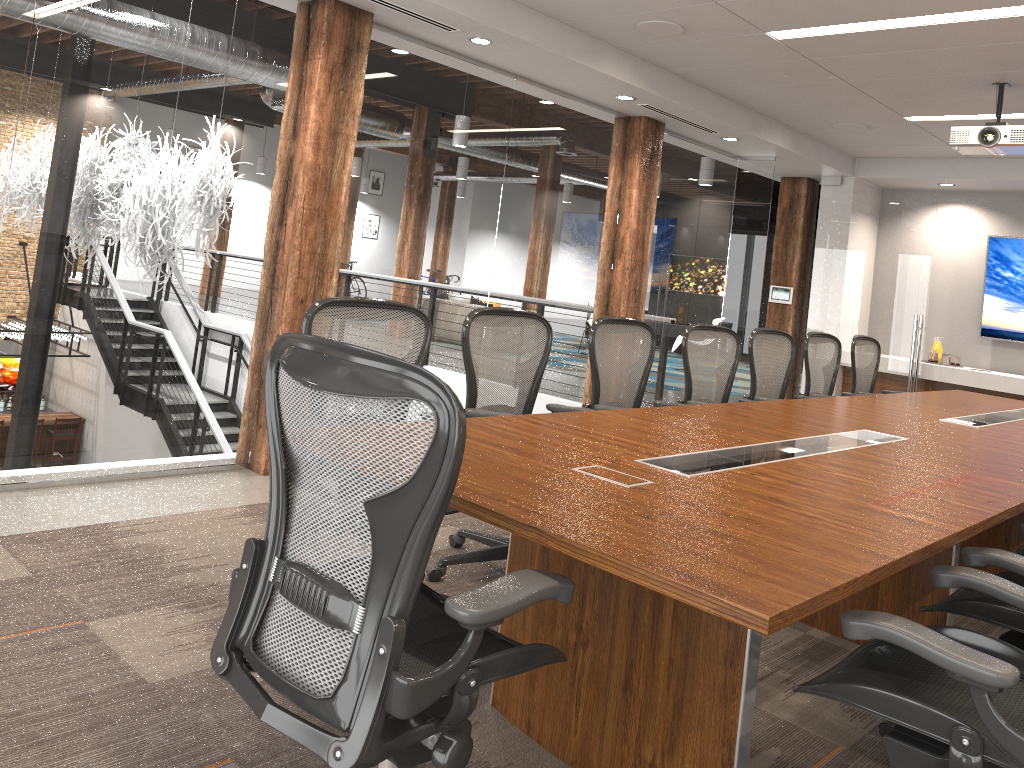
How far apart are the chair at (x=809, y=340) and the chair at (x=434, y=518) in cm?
445

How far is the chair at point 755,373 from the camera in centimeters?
545cm

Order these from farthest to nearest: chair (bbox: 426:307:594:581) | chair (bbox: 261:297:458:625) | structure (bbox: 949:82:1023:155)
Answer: structure (bbox: 949:82:1023:155), chair (bbox: 426:307:594:581), chair (bbox: 261:297:458:625)

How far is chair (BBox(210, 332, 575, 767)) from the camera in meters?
1.5

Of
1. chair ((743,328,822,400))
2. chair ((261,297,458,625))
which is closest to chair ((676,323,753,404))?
chair ((743,328,822,400))

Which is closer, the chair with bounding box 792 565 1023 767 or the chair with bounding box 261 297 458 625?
the chair with bounding box 792 565 1023 767

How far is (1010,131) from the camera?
5.3m

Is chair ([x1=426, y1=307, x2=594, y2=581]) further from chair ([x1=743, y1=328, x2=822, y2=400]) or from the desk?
chair ([x1=743, y1=328, x2=822, y2=400])

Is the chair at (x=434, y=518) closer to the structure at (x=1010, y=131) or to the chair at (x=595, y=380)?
the chair at (x=595, y=380)

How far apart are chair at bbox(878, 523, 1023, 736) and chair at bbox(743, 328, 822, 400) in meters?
2.6
